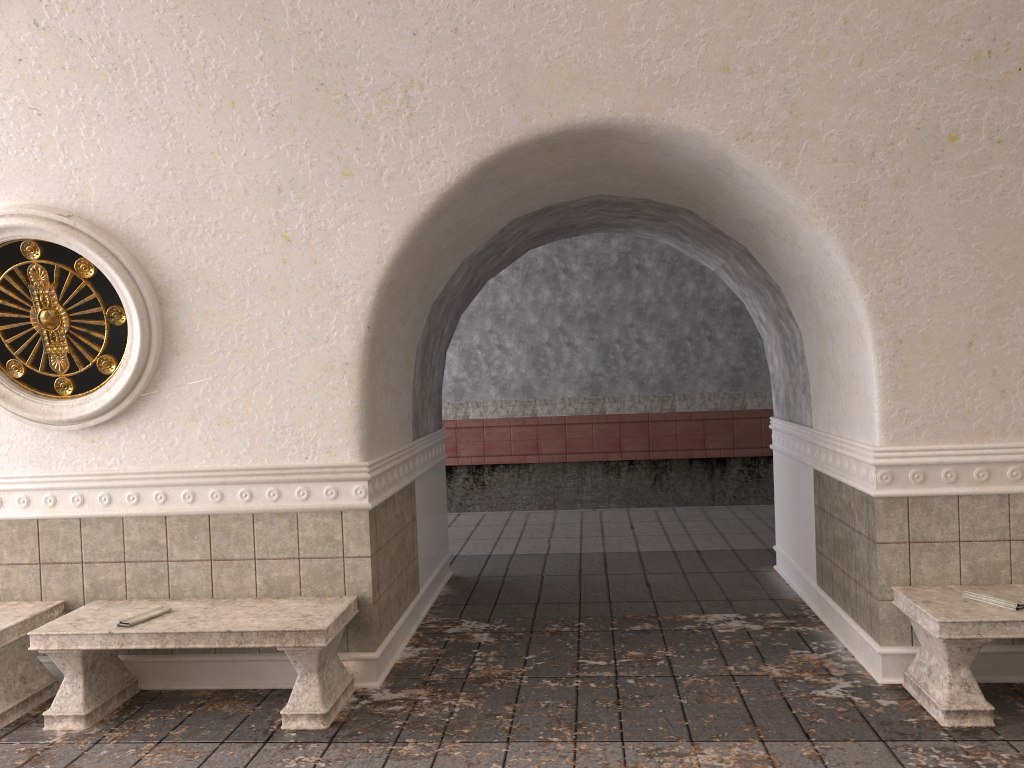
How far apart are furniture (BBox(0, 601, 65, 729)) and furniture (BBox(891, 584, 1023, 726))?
4.5m

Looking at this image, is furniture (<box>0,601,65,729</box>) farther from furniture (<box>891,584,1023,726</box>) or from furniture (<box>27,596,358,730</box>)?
furniture (<box>891,584,1023,726</box>)

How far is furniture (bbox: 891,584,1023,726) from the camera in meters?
4.0 m

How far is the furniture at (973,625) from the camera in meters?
4.0

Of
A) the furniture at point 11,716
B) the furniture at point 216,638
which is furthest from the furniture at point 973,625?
the furniture at point 11,716

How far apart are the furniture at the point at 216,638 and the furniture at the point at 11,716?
0.21m

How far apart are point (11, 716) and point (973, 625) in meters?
4.7 m

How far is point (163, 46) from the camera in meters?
4.0

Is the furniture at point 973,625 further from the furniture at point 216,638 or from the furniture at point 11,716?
the furniture at point 11,716

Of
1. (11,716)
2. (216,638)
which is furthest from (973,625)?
(11,716)
